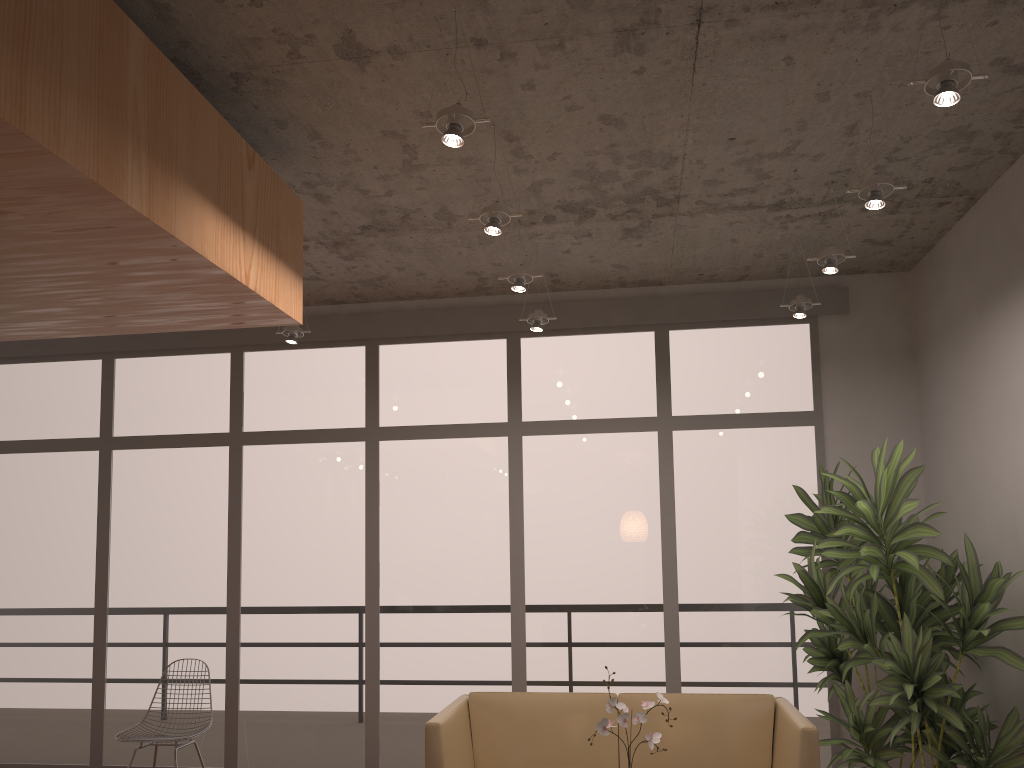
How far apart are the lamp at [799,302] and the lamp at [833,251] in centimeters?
69cm

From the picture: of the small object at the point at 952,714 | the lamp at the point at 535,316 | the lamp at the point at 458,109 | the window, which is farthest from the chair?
the lamp at the point at 458,109

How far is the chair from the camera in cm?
535

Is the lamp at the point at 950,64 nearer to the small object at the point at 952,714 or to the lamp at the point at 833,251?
the lamp at the point at 833,251

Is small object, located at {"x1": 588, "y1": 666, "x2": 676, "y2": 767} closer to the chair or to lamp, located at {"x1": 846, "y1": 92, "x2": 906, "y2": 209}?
lamp, located at {"x1": 846, "y1": 92, "x2": 906, "y2": 209}

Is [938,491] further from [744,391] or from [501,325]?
[501,325]

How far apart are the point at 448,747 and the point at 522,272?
2.3m

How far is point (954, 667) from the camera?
4.4 meters

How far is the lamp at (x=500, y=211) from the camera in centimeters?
374cm

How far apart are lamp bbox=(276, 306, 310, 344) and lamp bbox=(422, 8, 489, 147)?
2.8 meters
